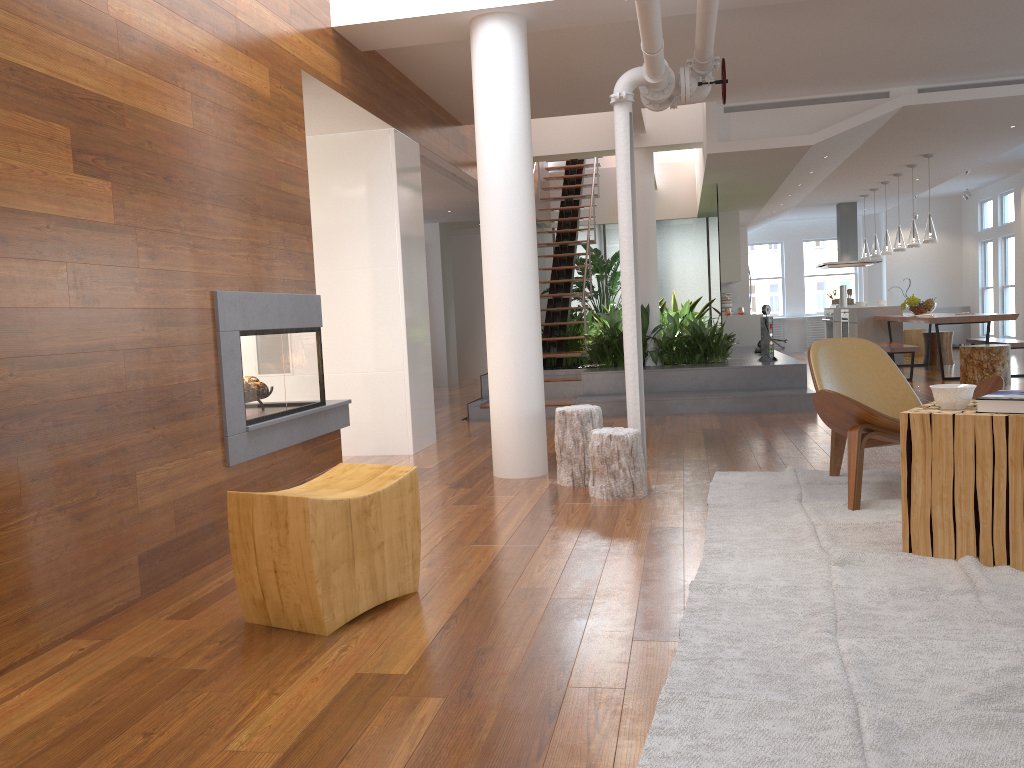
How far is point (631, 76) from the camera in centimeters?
499cm

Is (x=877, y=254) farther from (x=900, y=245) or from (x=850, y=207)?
(x=850, y=207)

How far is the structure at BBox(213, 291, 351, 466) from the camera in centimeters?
375cm

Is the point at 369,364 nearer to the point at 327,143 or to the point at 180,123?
the point at 327,143

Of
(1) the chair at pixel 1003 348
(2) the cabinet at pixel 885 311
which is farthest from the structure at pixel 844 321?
(1) the chair at pixel 1003 348

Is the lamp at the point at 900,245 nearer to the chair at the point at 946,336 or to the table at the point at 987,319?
the table at the point at 987,319

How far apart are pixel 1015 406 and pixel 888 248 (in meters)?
9.99

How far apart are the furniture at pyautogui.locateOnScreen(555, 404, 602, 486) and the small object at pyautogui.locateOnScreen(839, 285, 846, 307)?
10.47m

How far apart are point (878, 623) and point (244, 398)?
2.7m

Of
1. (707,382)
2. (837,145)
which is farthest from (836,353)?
(837,145)
